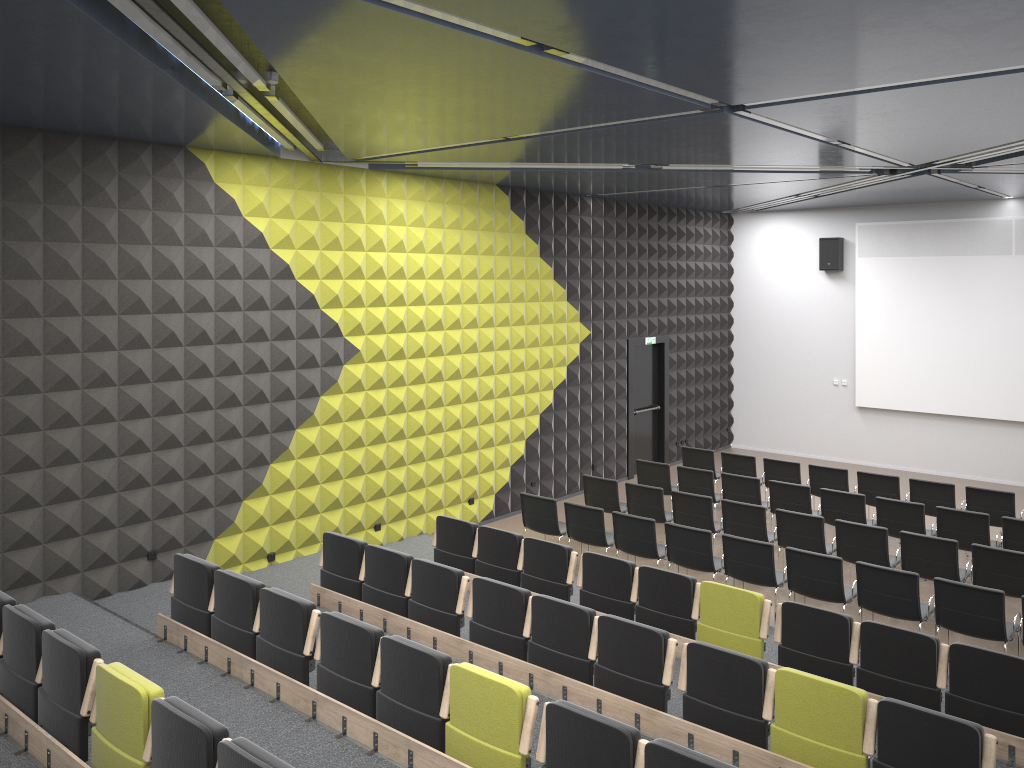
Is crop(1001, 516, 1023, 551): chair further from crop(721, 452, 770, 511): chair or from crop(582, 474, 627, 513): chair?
crop(582, 474, 627, 513): chair

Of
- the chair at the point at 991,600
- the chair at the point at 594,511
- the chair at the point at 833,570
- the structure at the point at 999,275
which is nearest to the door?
the structure at the point at 999,275

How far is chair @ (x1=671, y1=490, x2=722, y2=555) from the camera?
10.75m

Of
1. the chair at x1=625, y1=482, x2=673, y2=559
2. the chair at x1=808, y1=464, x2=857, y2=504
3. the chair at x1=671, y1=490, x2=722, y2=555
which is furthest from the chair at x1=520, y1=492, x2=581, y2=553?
the chair at x1=808, y1=464, x2=857, y2=504

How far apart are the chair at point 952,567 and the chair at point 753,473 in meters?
3.9

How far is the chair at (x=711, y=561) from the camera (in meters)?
9.35

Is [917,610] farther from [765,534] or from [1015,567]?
[765,534]

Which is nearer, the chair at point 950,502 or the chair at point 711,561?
the chair at point 711,561

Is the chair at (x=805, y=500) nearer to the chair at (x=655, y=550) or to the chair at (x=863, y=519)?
the chair at (x=863, y=519)

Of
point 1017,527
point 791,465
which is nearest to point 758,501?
point 791,465
